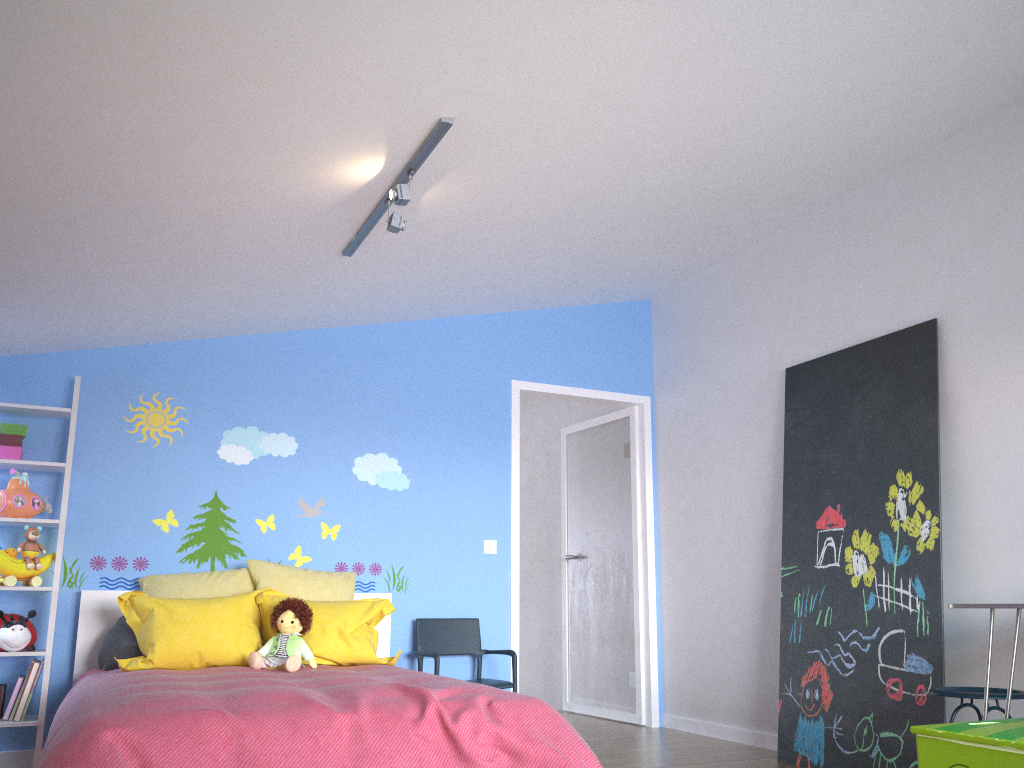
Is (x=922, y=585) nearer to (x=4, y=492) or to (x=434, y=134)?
(x=434, y=134)

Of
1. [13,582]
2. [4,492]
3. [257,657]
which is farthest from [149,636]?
[4,492]

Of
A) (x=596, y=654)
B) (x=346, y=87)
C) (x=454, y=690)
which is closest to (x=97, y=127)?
(x=346, y=87)

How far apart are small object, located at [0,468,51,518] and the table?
3.92m

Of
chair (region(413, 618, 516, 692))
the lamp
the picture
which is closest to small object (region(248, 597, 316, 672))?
chair (region(413, 618, 516, 692))

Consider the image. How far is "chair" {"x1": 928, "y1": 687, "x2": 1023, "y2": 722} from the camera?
3.0 meters

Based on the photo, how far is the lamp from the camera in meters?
2.9 m

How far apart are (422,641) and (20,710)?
1.93m

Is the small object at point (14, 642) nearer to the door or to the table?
the door

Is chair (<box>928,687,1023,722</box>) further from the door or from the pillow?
the door
